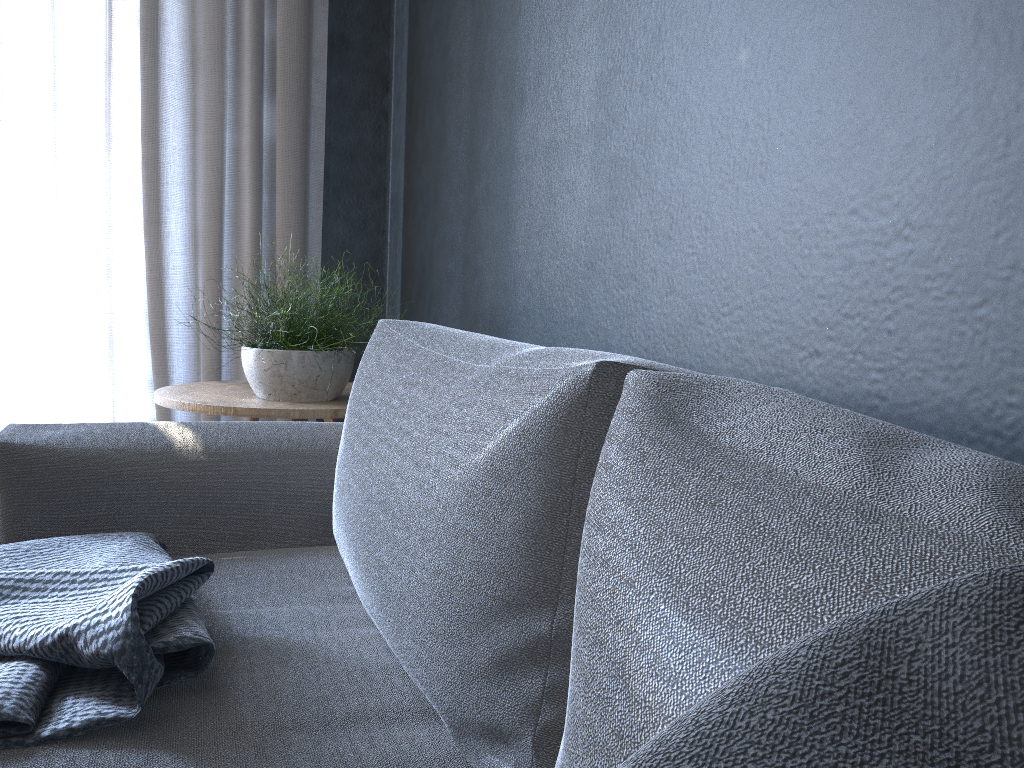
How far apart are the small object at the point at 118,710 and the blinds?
1.19m

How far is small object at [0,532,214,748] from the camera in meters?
→ 0.8 m

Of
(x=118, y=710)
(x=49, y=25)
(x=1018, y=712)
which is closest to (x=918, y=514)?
(x=1018, y=712)

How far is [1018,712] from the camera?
0.2 meters

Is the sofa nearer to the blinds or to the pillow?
the pillow

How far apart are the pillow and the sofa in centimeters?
6cm

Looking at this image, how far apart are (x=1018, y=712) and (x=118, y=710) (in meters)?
0.79

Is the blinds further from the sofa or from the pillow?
the pillow

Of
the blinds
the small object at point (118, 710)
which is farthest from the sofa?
the blinds

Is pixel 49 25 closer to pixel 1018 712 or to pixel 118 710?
pixel 118 710
